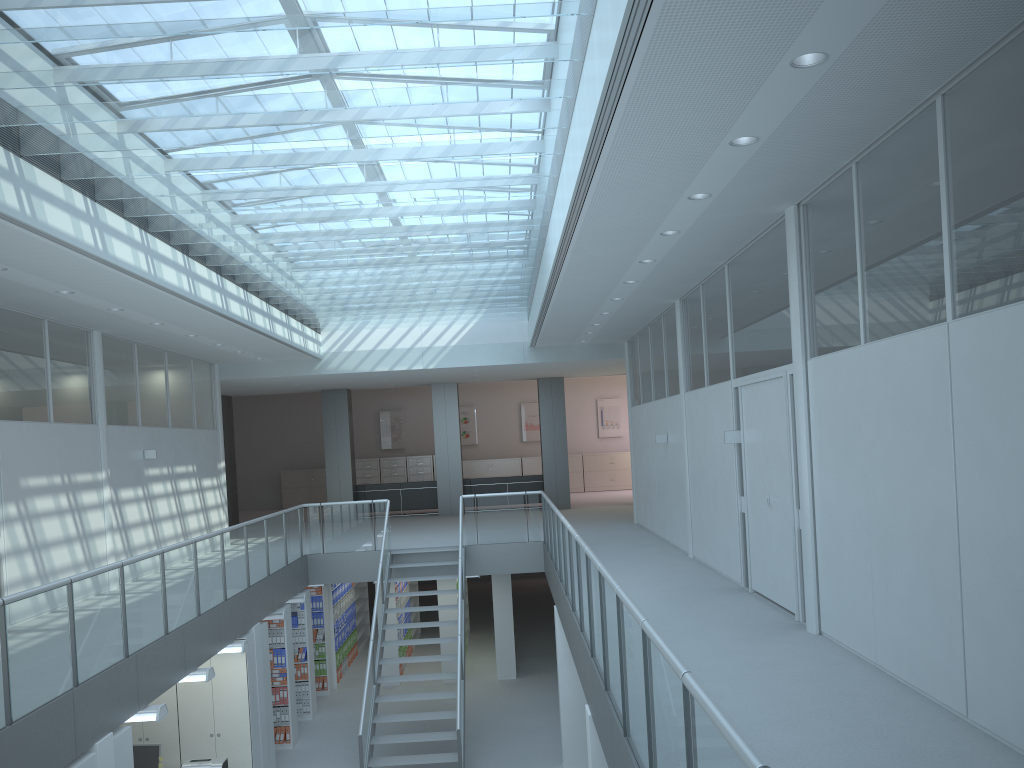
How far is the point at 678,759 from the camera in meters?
2.9

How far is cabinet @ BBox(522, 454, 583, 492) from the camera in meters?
23.9 m

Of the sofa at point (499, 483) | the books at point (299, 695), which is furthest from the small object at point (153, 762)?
the sofa at point (499, 483)

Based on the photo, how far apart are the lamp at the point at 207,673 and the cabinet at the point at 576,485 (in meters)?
16.16

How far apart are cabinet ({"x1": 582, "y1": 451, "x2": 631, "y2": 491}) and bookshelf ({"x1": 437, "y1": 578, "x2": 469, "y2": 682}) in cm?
1039

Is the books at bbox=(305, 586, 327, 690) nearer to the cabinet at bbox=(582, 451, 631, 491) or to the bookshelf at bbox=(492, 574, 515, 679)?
the bookshelf at bbox=(492, 574, 515, 679)

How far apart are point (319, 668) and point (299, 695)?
1.23m

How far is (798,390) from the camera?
6.31m

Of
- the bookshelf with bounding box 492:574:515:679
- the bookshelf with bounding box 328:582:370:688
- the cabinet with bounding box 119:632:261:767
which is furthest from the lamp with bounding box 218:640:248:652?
the bookshelf with bounding box 328:582:370:688

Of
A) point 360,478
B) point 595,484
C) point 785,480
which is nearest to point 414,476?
point 360,478
